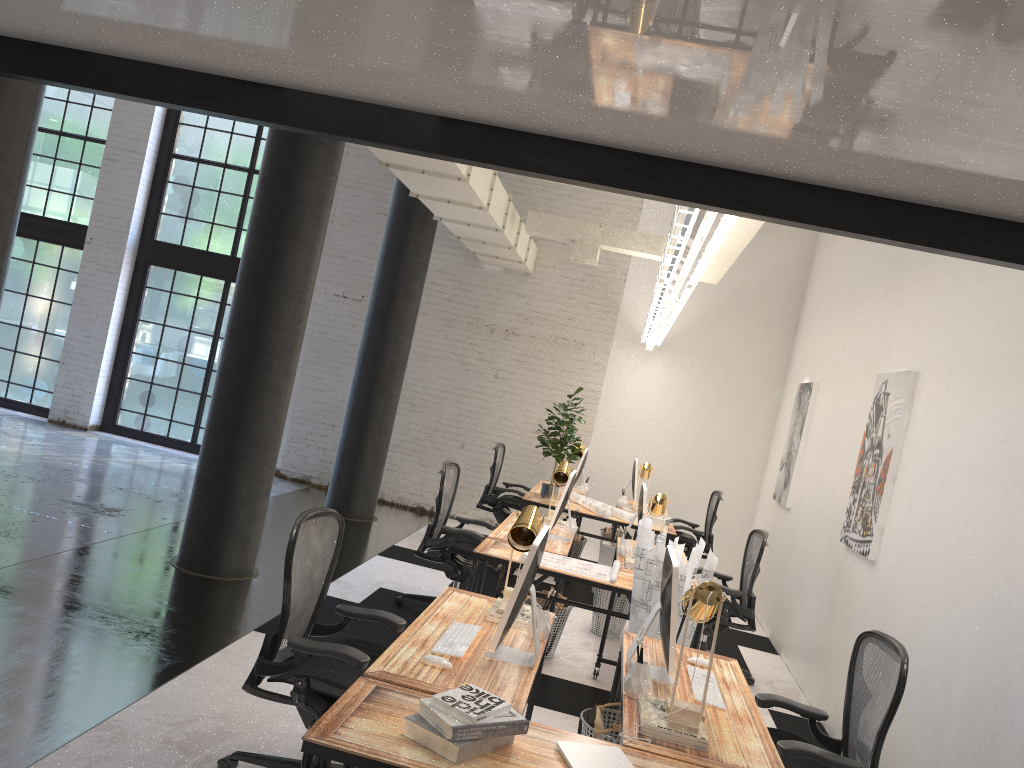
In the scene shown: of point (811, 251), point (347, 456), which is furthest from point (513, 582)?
point (811, 251)

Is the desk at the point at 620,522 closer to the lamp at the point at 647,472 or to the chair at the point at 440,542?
the lamp at the point at 647,472

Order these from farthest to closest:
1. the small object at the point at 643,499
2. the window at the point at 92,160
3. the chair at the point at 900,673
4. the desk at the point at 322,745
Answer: the window at the point at 92,160, the small object at the point at 643,499, the chair at the point at 900,673, the desk at the point at 322,745

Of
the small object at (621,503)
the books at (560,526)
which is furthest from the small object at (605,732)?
the small object at (621,503)

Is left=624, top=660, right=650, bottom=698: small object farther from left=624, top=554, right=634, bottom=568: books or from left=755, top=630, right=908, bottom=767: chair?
left=624, top=554, right=634, bottom=568: books

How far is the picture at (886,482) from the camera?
5.4m

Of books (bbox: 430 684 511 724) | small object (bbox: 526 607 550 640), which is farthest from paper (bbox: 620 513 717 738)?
books (bbox: 430 684 511 724)

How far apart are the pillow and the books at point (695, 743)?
0.8m

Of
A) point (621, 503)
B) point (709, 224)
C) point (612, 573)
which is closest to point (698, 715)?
point (709, 224)

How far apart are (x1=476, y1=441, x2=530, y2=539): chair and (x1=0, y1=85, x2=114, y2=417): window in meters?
6.2
